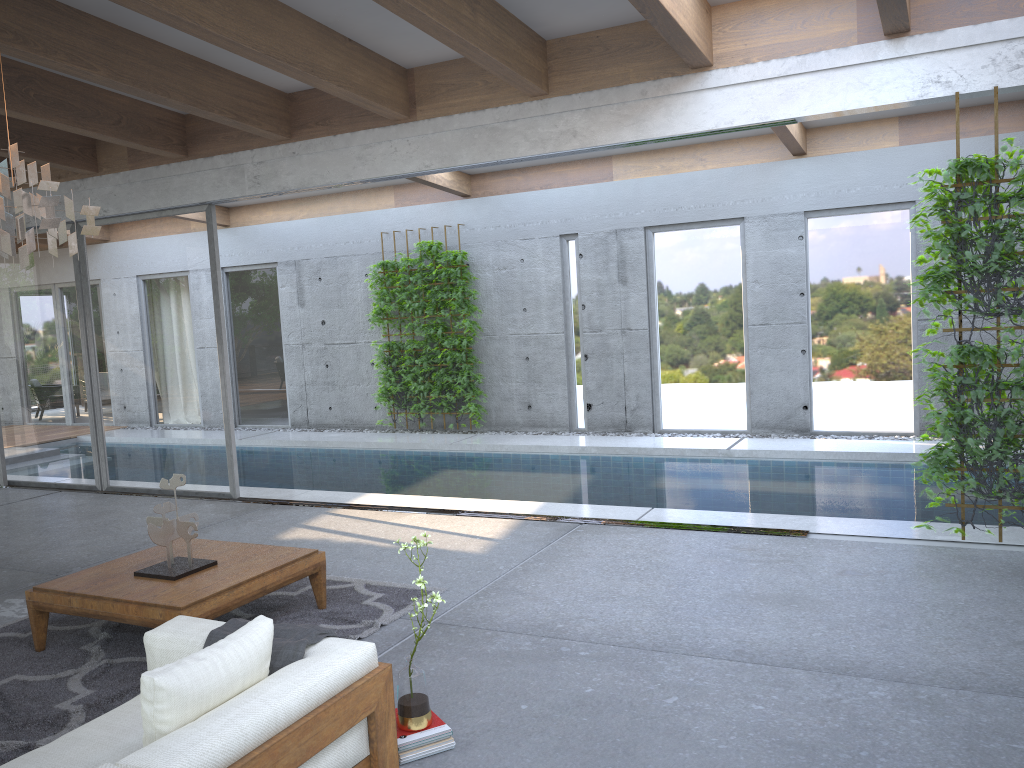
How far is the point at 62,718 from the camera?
3.77m

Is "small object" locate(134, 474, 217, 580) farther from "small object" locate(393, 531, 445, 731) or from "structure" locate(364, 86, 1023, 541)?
"structure" locate(364, 86, 1023, 541)

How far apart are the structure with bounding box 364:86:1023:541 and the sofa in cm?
373

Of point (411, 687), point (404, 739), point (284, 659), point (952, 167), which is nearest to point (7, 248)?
point (284, 659)

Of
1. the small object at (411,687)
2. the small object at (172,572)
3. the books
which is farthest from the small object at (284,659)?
the small object at (172,572)

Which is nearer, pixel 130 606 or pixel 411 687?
pixel 411 687

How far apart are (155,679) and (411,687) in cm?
108

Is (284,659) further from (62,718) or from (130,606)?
(130,606)

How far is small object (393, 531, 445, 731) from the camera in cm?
333

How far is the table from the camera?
4.22m
